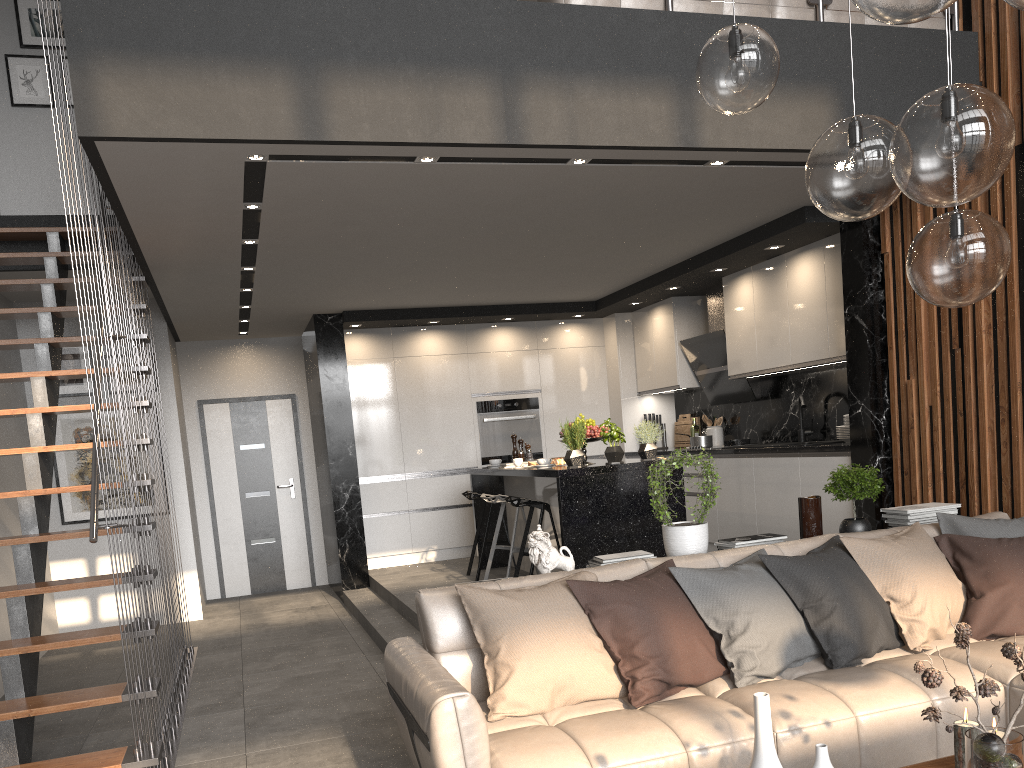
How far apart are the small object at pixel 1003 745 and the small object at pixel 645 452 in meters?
3.9 m

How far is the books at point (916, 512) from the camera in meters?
4.3

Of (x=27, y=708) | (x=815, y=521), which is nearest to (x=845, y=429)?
(x=815, y=521)

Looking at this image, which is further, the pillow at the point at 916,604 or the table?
the pillow at the point at 916,604

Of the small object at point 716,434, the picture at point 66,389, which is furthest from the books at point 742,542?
the picture at point 66,389

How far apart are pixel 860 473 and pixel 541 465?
2.38m

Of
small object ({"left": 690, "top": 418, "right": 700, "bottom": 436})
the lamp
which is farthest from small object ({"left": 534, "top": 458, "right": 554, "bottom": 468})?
the lamp

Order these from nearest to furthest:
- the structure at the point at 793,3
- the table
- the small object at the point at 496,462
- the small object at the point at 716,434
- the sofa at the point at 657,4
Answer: the table → the sofa at the point at 657,4 → the structure at the point at 793,3 → the small object at the point at 496,462 → the small object at the point at 716,434

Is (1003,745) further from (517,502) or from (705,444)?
(705,444)

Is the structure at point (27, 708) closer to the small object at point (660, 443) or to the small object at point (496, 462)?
the small object at point (496, 462)
